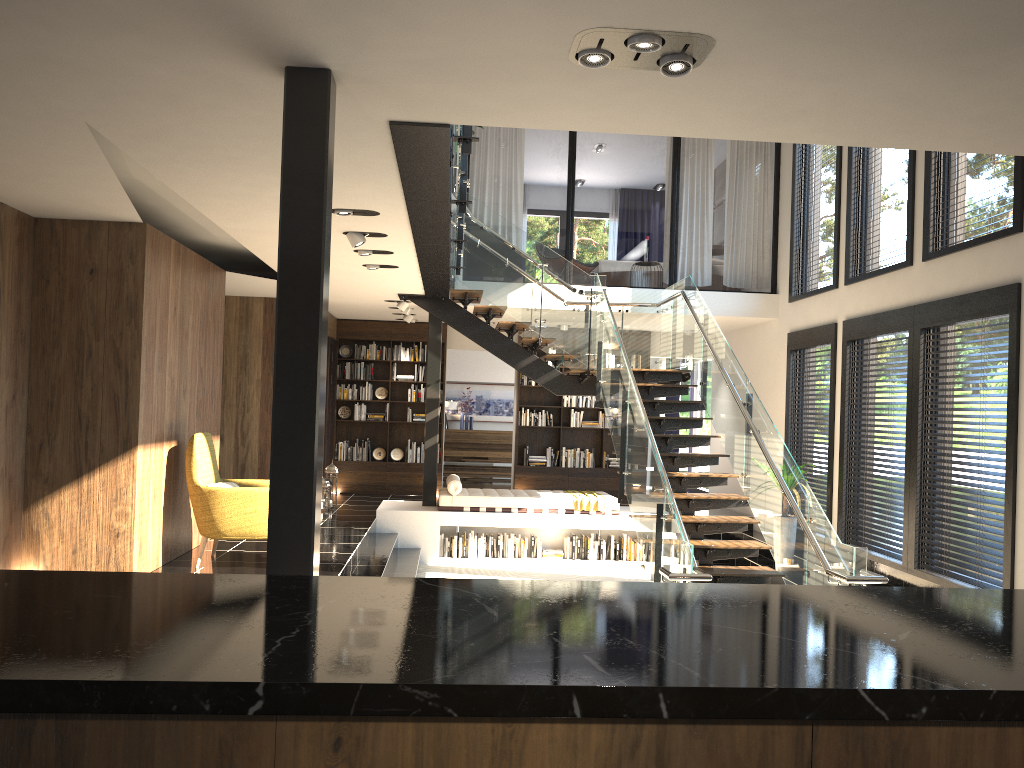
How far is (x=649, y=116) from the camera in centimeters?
392cm

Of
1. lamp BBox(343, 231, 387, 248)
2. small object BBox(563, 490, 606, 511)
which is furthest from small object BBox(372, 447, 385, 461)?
lamp BBox(343, 231, 387, 248)

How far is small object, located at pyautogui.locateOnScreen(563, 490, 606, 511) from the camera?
11.07m

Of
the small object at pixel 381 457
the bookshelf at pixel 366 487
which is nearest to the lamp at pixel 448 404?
the bookshelf at pixel 366 487

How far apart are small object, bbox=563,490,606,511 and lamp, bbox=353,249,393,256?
4.8 meters

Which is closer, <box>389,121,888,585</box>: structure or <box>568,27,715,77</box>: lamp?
<box>568,27,715,77</box>: lamp

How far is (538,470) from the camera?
13.85m

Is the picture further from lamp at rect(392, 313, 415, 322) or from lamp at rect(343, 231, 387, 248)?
lamp at rect(343, 231, 387, 248)

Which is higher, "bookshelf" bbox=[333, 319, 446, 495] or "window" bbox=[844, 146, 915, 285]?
"window" bbox=[844, 146, 915, 285]

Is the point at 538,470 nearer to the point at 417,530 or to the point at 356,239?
the point at 417,530
